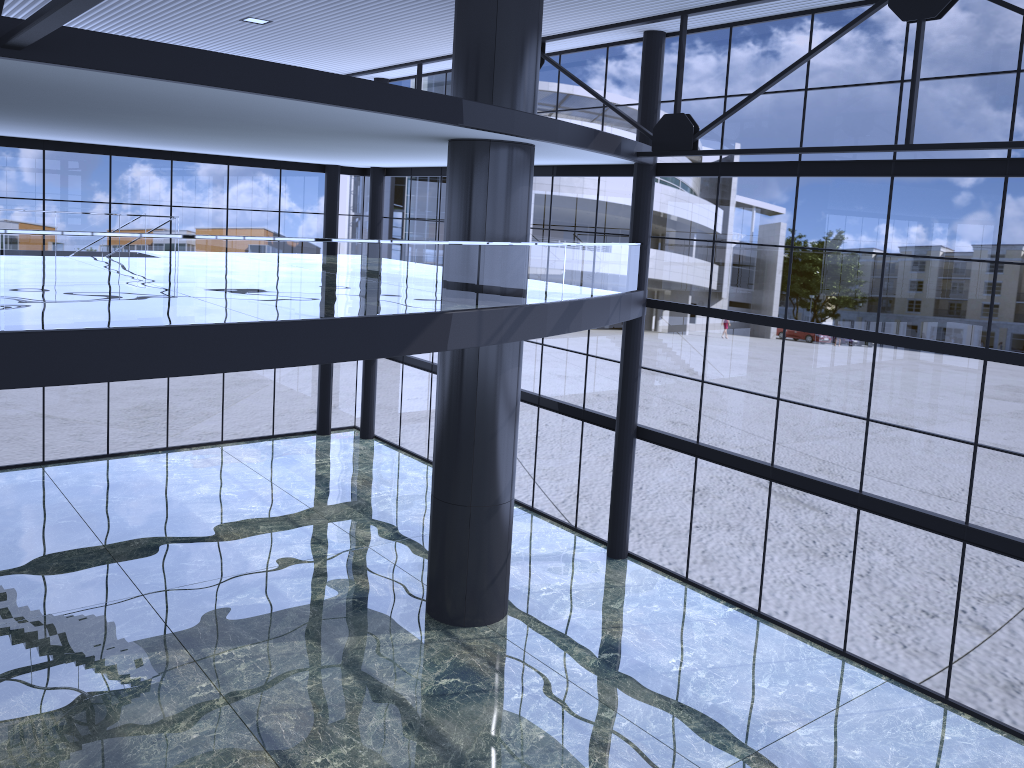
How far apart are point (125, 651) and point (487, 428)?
7.46m
